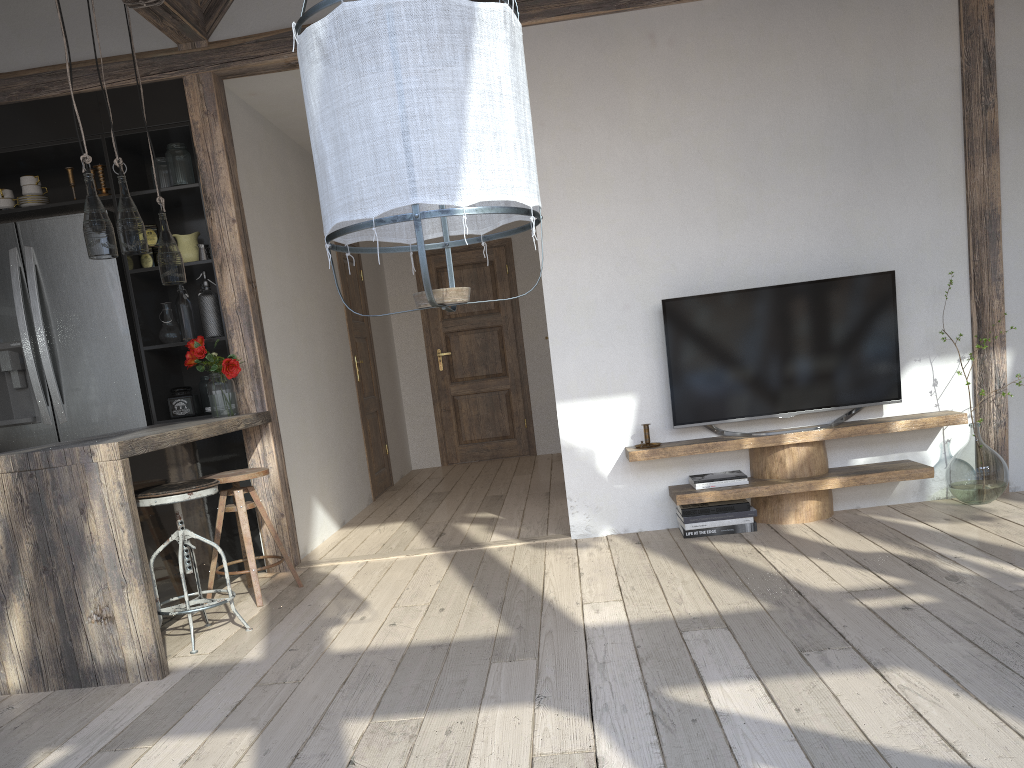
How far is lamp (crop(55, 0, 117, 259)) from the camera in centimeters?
335cm

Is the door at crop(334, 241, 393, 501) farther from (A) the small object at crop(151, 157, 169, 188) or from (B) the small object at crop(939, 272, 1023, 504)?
(B) the small object at crop(939, 272, 1023, 504)

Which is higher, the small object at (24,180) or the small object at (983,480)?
the small object at (24,180)

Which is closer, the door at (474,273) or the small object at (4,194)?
the small object at (4,194)

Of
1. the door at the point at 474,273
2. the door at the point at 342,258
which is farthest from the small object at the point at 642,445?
the door at the point at 474,273

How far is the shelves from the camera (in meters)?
4.15

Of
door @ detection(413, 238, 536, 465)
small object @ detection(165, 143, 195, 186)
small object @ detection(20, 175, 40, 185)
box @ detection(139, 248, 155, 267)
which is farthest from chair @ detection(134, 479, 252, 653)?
door @ detection(413, 238, 536, 465)

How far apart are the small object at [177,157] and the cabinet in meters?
0.0

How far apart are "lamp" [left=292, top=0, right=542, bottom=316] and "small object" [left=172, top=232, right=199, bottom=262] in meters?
3.1 m

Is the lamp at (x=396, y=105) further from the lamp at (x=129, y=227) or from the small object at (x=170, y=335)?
the small object at (x=170, y=335)
